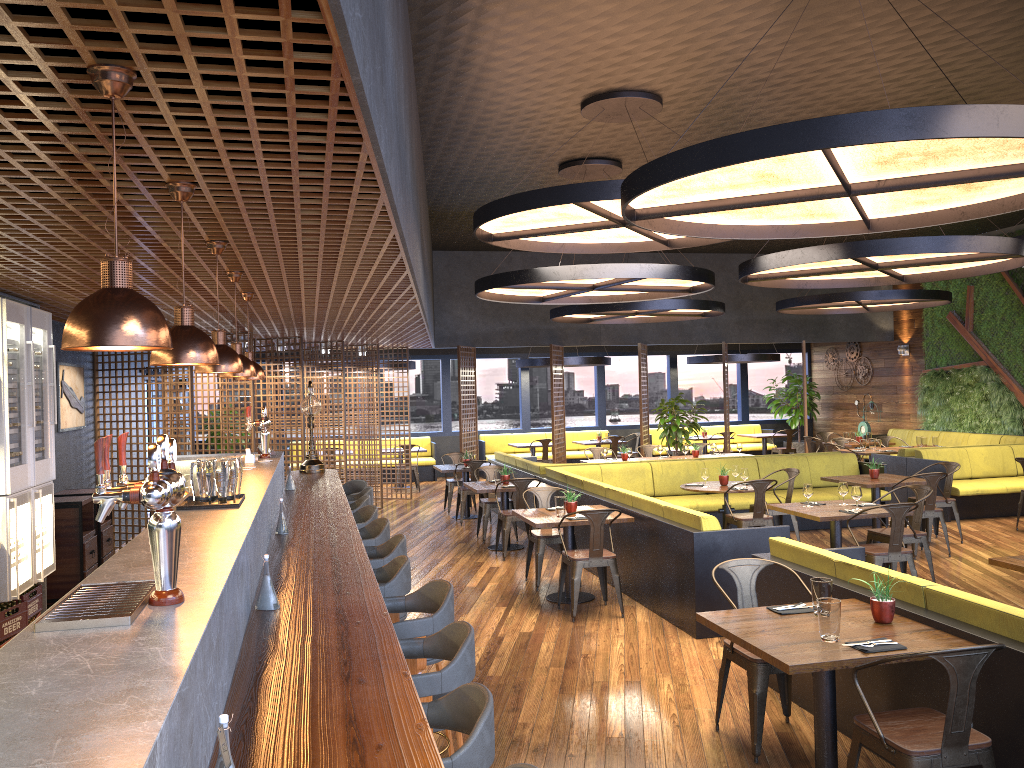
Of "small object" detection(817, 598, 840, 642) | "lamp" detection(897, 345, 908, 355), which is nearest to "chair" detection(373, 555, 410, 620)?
"small object" detection(817, 598, 840, 642)

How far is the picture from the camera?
8.9 meters

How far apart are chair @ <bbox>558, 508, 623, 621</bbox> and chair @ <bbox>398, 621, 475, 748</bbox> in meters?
3.9

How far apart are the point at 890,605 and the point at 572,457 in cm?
1510

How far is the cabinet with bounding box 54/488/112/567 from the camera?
8.6m

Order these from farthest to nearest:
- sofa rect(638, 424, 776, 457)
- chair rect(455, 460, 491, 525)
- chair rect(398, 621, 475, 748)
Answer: sofa rect(638, 424, 776, 457) < chair rect(455, 460, 491, 525) < chair rect(398, 621, 475, 748)

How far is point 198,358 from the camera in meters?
3.2 m

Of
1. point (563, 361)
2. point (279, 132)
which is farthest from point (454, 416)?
point (279, 132)

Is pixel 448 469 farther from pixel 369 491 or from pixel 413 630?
pixel 413 630

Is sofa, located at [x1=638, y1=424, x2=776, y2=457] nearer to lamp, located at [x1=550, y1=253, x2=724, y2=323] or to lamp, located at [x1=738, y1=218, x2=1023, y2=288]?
lamp, located at [x1=550, y1=253, x2=724, y2=323]
